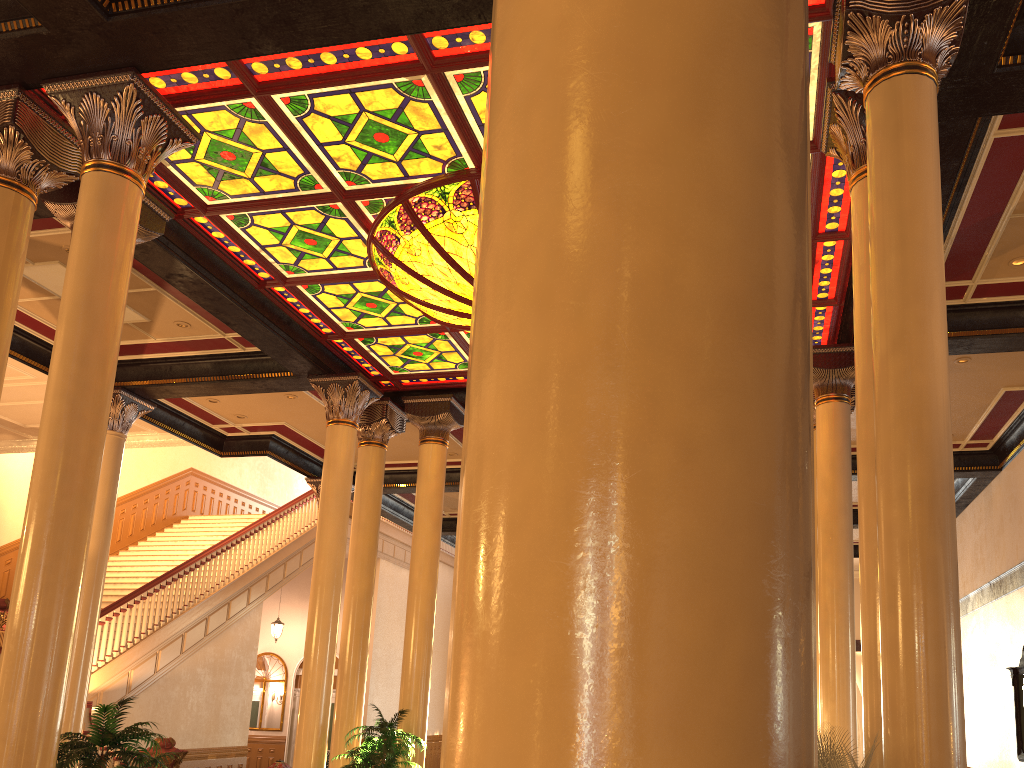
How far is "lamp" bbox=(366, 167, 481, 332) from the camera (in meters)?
7.19

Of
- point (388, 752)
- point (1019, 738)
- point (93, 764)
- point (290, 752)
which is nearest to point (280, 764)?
point (388, 752)

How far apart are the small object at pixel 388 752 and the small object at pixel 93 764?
3.32m

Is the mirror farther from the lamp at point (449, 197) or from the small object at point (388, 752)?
the lamp at point (449, 197)

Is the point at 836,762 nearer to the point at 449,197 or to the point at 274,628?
the point at 449,197

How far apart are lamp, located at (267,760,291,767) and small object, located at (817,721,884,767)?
10.0 meters

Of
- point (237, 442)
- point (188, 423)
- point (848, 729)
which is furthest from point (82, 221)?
point (237, 442)

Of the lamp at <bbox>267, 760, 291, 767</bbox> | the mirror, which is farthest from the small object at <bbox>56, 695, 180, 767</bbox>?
the mirror

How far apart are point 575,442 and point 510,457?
0.1 meters

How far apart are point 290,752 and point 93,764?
16.8 meters
